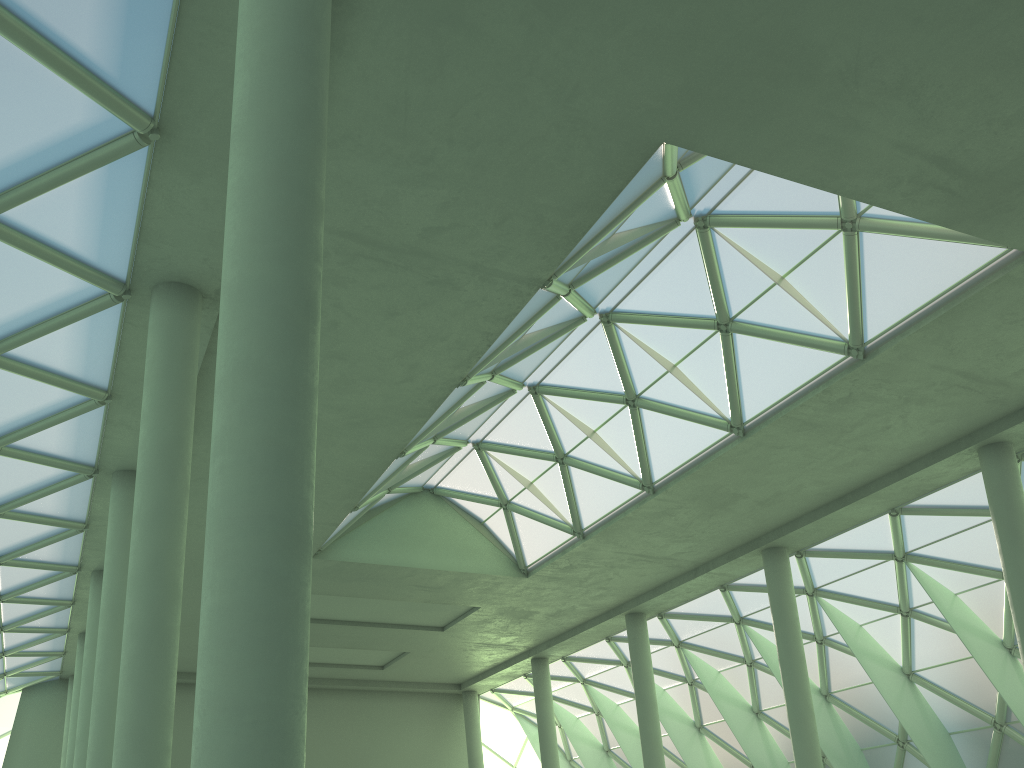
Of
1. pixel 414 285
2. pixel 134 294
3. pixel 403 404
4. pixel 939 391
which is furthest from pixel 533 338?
pixel 939 391

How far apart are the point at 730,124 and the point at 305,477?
11.2 meters
